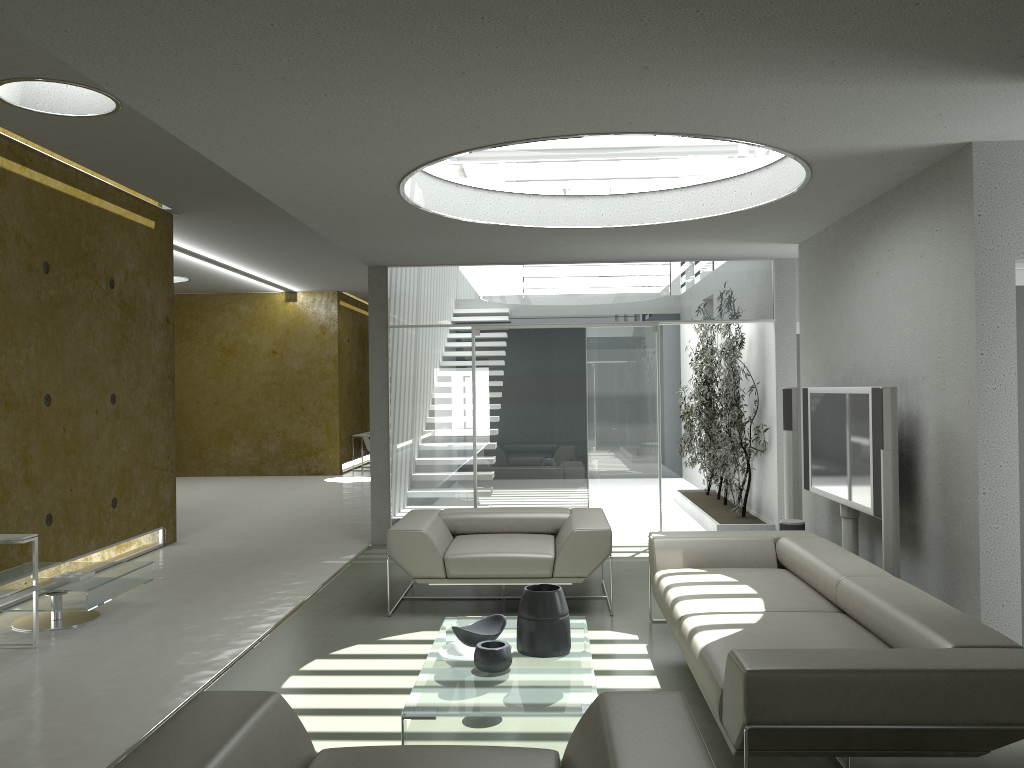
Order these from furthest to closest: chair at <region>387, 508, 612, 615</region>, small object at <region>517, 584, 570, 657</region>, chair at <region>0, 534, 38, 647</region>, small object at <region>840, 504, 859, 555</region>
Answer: small object at <region>840, 504, 859, 555</region>
chair at <region>387, 508, 612, 615</region>
chair at <region>0, 534, 38, 647</region>
small object at <region>517, 584, 570, 657</region>

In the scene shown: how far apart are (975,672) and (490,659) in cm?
198

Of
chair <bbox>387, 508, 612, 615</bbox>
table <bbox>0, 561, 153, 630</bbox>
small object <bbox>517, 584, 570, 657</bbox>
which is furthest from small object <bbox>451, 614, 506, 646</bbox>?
table <bbox>0, 561, 153, 630</bbox>

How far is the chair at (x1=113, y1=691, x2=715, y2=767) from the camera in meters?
2.2 m

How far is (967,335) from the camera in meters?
4.6 m

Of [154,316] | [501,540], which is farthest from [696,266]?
[154,316]

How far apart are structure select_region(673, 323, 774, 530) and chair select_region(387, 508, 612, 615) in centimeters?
249cm

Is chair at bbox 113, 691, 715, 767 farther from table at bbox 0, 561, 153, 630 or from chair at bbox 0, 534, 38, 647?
table at bbox 0, 561, 153, 630

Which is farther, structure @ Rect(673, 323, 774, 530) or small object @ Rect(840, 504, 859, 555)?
structure @ Rect(673, 323, 774, 530)

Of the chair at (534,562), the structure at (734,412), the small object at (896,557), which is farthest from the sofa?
the structure at (734,412)
